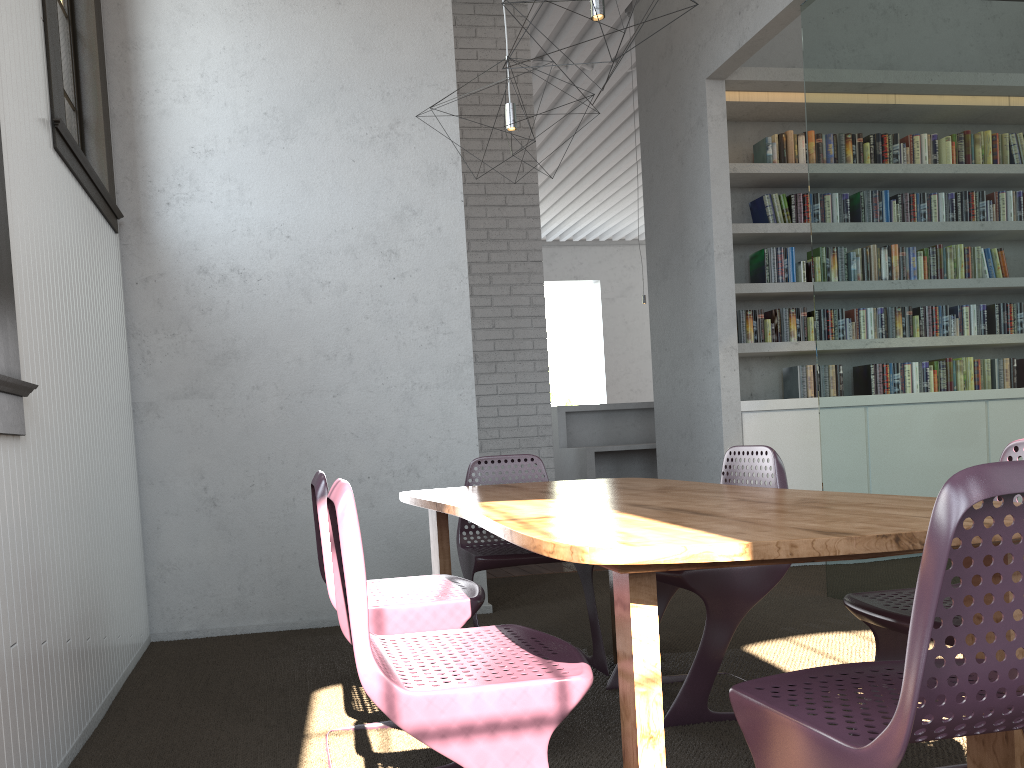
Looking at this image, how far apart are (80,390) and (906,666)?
2.67m
